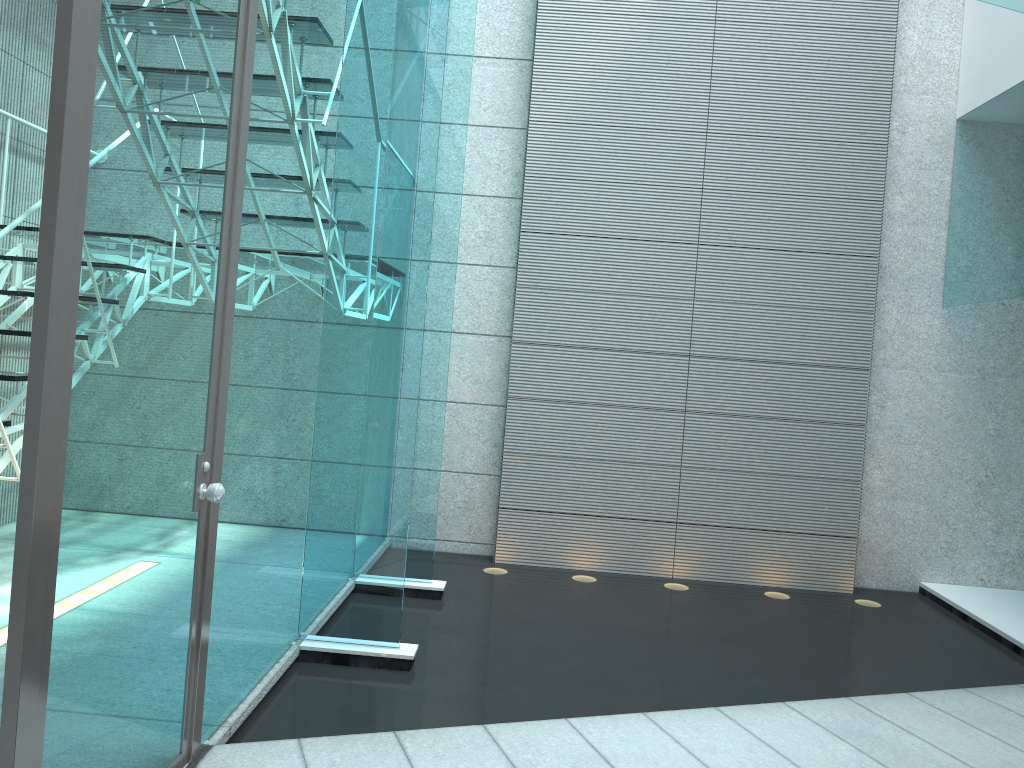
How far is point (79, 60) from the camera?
1.5 meters

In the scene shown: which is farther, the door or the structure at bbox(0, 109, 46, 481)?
the structure at bbox(0, 109, 46, 481)

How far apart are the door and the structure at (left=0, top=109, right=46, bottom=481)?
1.2m

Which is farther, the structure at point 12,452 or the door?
the structure at point 12,452

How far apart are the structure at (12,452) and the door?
1.2 meters

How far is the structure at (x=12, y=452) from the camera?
Answer: 3.12m

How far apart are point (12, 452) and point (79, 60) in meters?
2.1 m

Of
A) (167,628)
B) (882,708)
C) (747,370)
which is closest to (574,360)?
(747,370)

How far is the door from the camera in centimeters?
149cm

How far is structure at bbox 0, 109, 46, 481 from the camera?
3.12m
